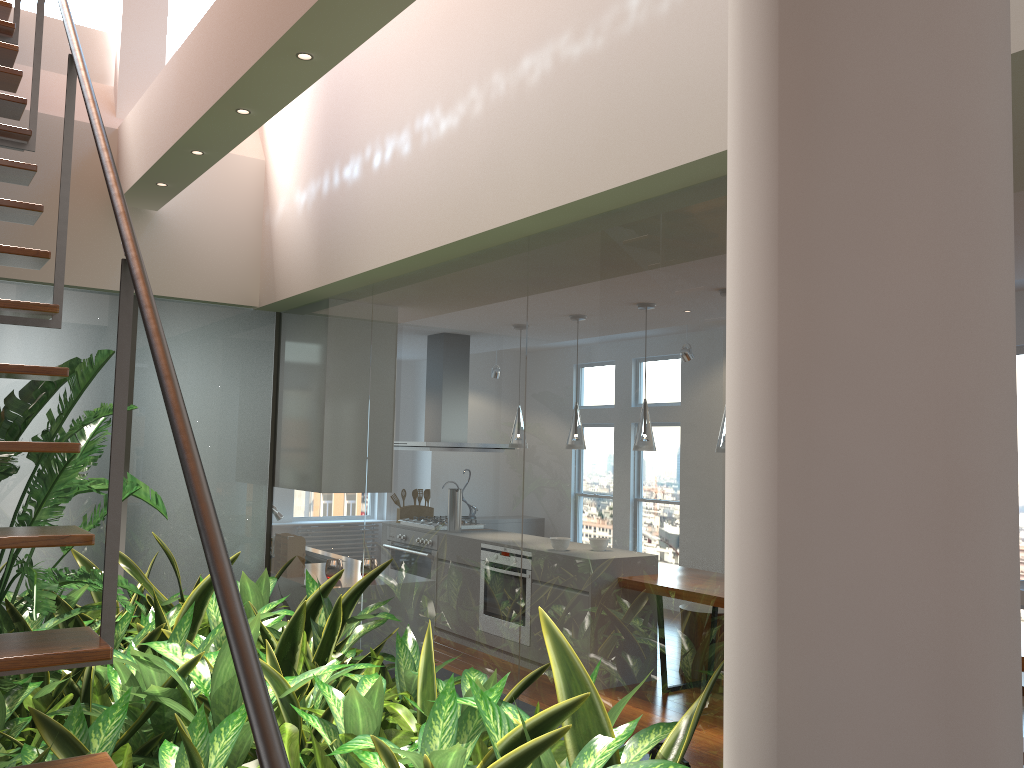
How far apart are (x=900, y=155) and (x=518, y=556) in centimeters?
226cm

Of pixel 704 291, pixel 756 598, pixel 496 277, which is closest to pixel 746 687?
pixel 756 598

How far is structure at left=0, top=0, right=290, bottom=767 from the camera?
1.0 meters

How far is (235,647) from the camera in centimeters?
97cm

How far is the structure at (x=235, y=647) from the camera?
1.0 meters
